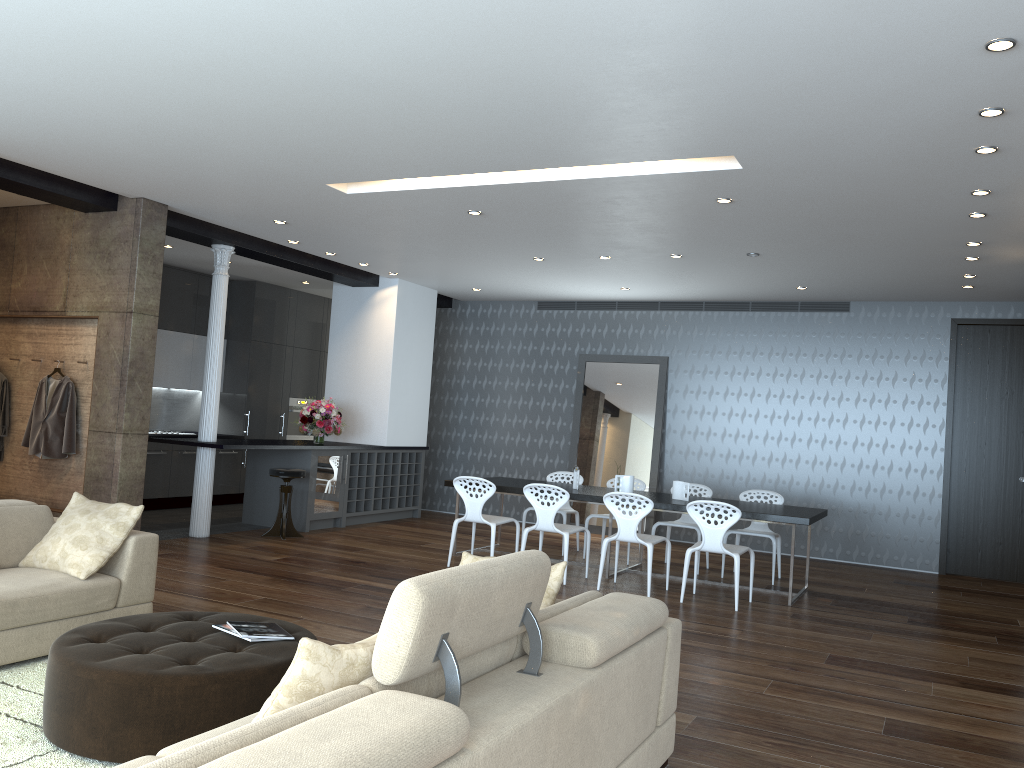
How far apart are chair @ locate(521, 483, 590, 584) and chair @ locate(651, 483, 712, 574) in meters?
1.3 m

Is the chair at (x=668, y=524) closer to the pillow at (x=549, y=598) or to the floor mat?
the pillow at (x=549, y=598)

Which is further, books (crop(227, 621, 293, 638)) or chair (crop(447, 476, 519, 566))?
chair (crop(447, 476, 519, 566))

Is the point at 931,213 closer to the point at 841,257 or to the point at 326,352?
the point at 841,257

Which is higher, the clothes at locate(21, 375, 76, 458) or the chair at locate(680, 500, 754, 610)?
the clothes at locate(21, 375, 76, 458)

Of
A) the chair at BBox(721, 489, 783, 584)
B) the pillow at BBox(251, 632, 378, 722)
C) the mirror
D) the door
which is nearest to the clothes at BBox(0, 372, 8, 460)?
the mirror

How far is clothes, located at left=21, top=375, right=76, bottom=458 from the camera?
7.6m

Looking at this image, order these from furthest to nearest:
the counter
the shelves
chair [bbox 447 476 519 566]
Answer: the shelves, the counter, chair [bbox 447 476 519 566]

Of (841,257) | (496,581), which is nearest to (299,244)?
(841,257)

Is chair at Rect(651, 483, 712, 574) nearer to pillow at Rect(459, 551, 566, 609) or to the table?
the table
